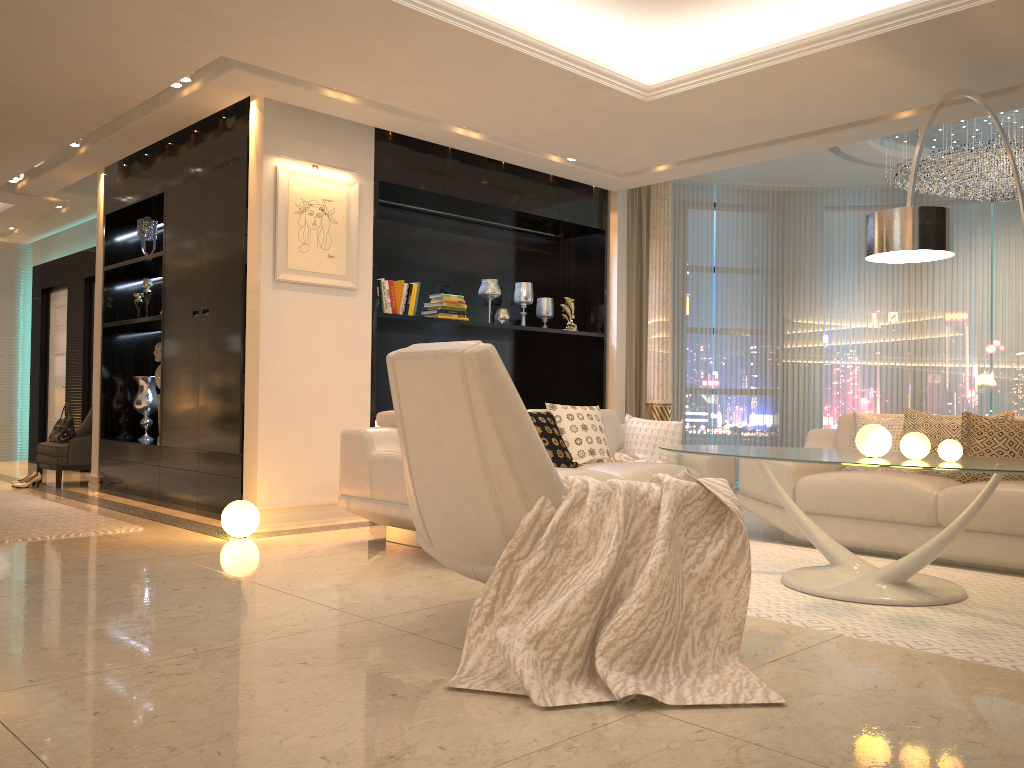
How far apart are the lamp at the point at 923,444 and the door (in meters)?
9.17

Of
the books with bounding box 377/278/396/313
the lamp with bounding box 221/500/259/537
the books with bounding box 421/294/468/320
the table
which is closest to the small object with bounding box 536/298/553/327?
the books with bounding box 421/294/468/320

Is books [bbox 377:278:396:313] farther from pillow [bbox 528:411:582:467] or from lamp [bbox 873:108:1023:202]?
lamp [bbox 873:108:1023:202]

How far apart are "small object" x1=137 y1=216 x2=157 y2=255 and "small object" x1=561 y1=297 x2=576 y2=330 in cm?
339

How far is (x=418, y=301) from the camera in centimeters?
707cm

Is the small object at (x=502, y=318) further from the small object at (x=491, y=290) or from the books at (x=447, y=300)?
the books at (x=447, y=300)

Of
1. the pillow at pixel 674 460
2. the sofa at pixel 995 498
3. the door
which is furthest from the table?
the door

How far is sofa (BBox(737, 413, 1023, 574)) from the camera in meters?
4.3

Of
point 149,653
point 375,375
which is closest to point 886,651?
point 149,653

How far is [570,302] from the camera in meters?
7.6 m
